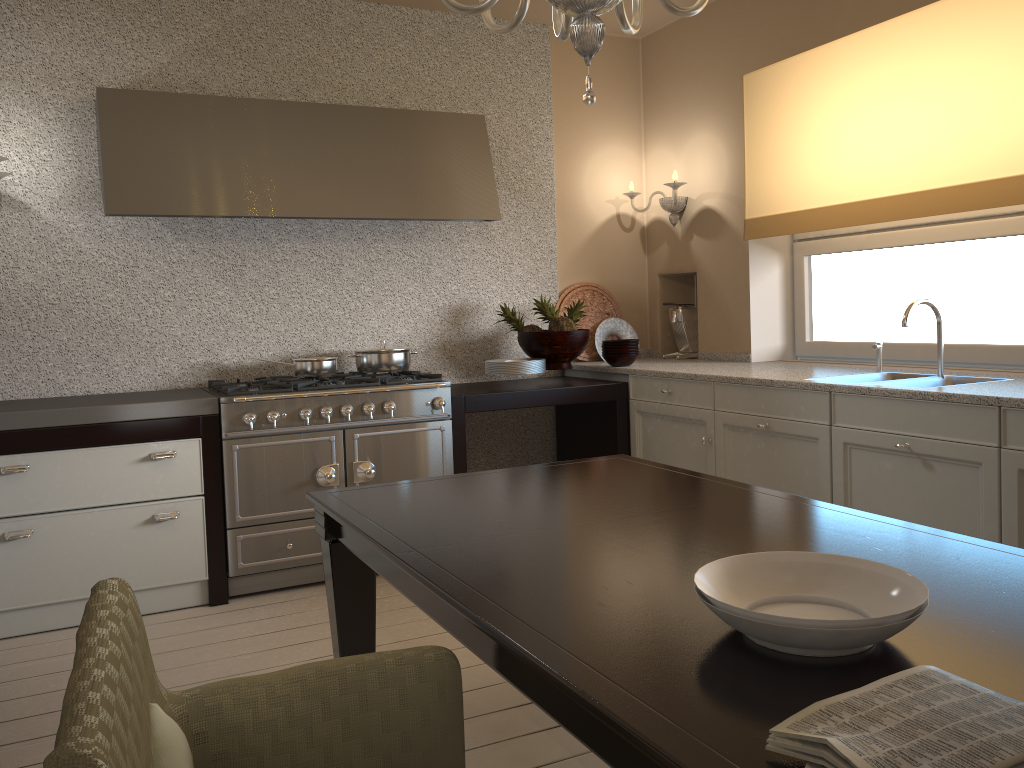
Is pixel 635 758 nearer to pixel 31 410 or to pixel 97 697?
pixel 97 697

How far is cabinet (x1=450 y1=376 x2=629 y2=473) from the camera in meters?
3.8

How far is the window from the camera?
3.37m

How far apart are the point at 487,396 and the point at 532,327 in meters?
0.6

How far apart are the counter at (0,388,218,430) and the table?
1.36m

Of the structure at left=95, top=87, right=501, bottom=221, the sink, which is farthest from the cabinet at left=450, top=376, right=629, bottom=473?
the sink

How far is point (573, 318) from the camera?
4.4m

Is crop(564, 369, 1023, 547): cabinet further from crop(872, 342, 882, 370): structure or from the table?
the table

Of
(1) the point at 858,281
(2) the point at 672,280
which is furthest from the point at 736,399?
(2) the point at 672,280

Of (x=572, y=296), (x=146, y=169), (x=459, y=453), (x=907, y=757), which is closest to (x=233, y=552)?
(x=459, y=453)
